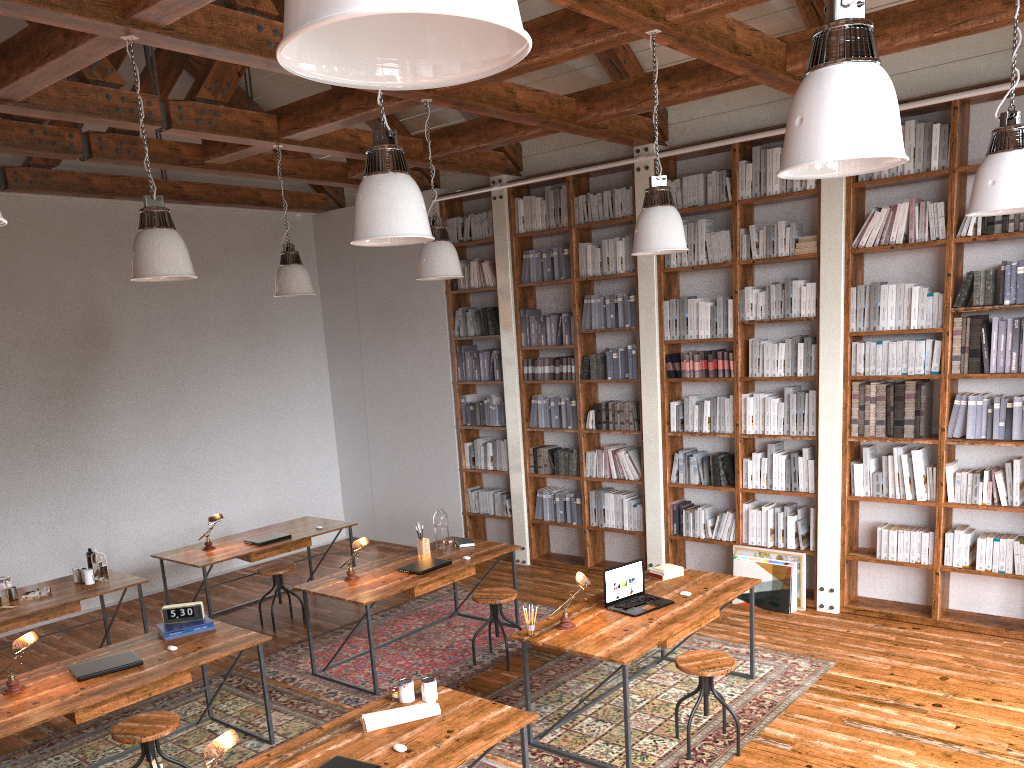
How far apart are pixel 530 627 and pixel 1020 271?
3.8 meters

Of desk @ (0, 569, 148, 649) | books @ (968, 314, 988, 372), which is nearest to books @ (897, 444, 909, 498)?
books @ (968, 314, 988, 372)

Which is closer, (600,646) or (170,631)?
(600,646)

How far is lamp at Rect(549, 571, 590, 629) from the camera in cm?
459

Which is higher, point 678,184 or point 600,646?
point 678,184

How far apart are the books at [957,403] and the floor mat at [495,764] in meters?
3.8 m

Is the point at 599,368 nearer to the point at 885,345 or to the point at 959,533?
the point at 885,345

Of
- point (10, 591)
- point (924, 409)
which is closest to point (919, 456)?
point (924, 409)

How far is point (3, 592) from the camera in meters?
6.0

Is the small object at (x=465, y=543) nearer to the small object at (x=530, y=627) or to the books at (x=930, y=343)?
the small object at (x=530, y=627)
